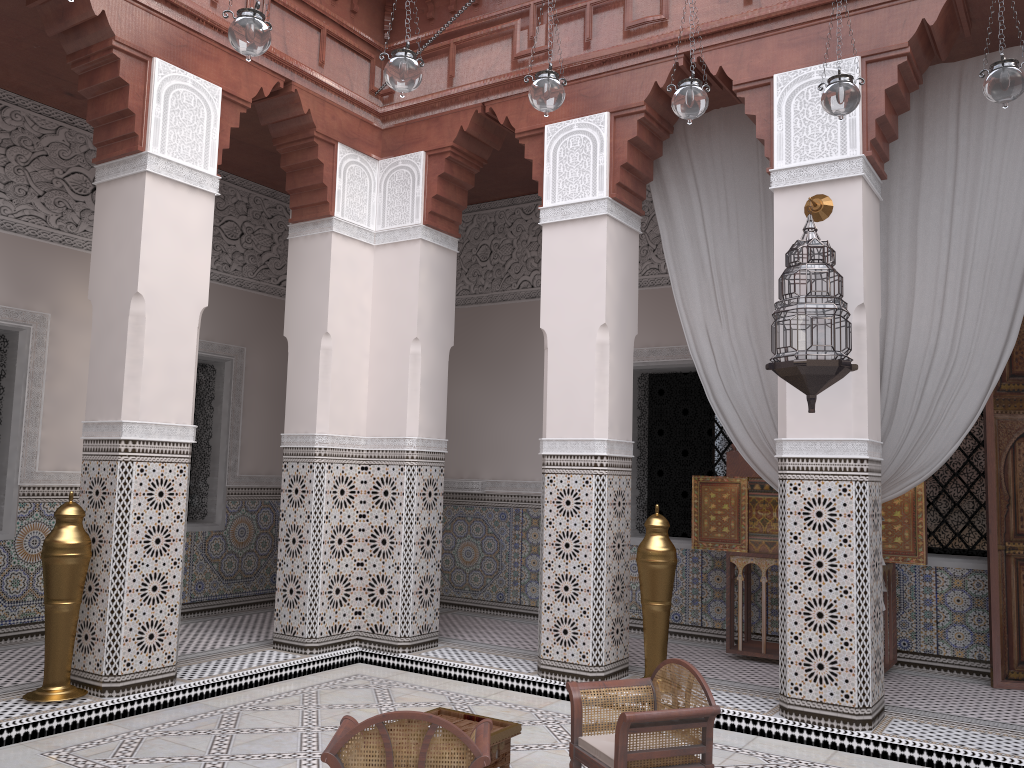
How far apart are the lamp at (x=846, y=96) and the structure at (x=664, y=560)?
1.29m

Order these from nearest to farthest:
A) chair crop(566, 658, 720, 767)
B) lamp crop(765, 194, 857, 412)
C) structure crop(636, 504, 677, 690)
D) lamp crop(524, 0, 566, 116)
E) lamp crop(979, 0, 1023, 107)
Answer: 1. chair crop(566, 658, 720, 767)
2. lamp crop(979, 0, 1023, 107)
3. lamp crop(524, 0, 566, 116)
4. lamp crop(765, 194, 857, 412)
5. structure crop(636, 504, 677, 690)

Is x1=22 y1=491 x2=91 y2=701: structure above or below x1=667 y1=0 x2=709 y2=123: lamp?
below

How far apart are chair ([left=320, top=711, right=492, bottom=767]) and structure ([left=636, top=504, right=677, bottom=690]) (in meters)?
1.19

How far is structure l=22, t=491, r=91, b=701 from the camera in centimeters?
233cm

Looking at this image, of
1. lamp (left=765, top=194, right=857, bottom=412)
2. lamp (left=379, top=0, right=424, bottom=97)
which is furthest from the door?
lamp (left=379, top=0, right=424, bottom=97)

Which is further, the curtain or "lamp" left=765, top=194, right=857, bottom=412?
the curtain

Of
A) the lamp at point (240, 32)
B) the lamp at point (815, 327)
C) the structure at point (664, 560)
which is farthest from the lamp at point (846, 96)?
the structure at point (664, 560)

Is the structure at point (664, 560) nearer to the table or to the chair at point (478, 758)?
the table

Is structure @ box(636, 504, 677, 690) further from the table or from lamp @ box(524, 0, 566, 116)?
lamp @ box(524, 0, 566, 116)
